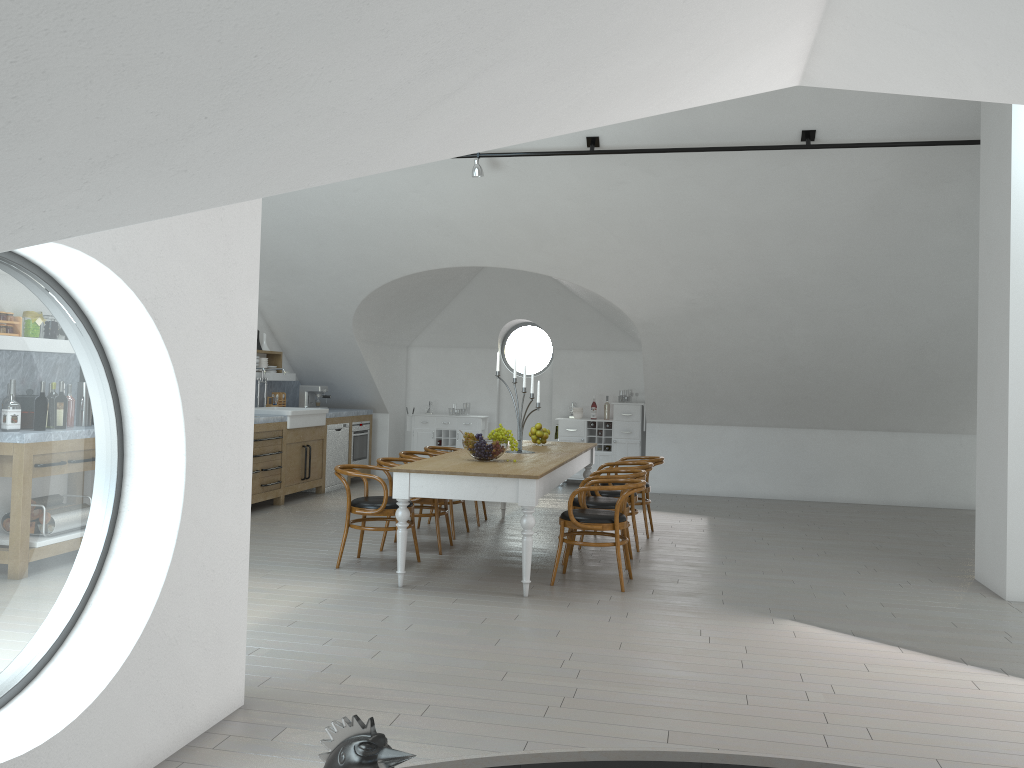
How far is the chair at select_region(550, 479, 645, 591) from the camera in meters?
6.1 m

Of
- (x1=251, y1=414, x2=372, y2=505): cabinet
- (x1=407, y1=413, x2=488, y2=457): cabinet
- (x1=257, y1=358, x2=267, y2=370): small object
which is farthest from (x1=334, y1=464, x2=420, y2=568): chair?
(x1=407, y1=413, x2=488, y2=457): cabinet

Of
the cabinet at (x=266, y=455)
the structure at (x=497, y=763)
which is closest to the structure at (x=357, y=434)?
the cabinet at (x=266, y=455)

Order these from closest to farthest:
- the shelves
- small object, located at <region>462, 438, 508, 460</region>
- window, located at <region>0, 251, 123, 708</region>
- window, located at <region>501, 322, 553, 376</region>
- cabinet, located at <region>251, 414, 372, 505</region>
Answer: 1. window, located at <region>0, 251, 123, 708</region>
2. small object, located at <region>462, 438, 508, 460</region>
3. cabinet, located at <region>251, 414, 372, 505</region>
4. the shelves
5. window, located at <region>501, 322, 553, 376</region>

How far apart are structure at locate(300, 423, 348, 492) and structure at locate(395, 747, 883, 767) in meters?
7.8

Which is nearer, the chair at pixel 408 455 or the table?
the table

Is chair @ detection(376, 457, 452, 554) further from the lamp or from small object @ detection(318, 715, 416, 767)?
small object @ detection(318, 715, 416, 767)

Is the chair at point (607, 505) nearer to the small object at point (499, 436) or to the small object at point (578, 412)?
the small object at point (499, 436)

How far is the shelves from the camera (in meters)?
10.94

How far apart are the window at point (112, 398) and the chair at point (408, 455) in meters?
3.9
